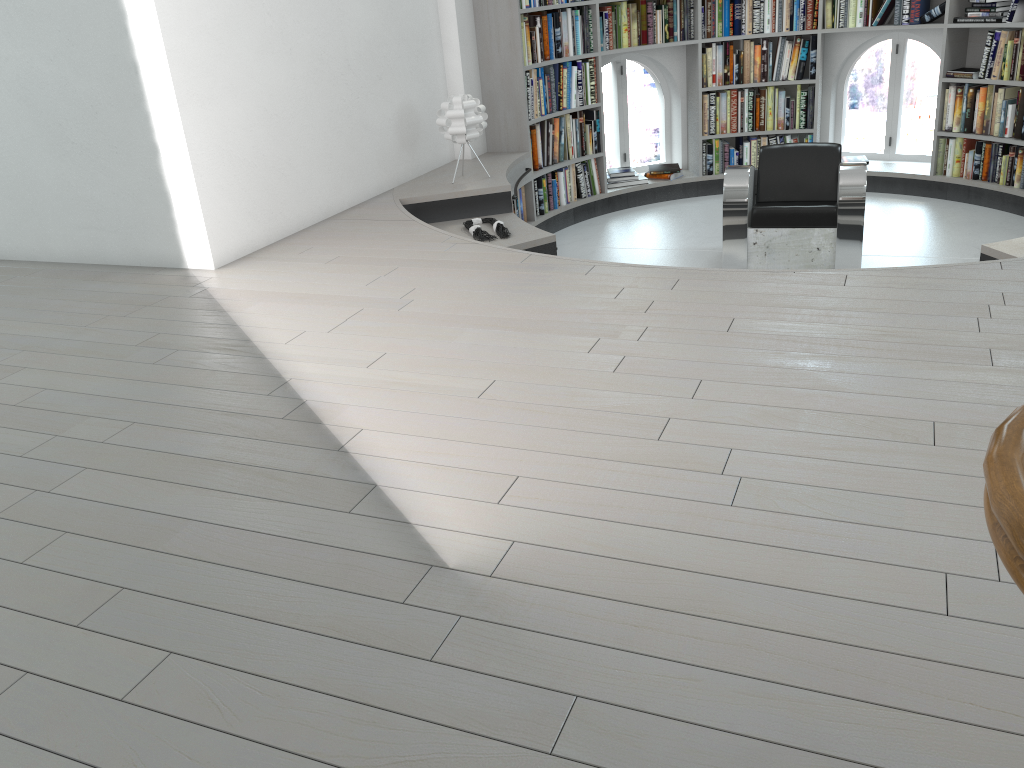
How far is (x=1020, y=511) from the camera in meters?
0.7 m

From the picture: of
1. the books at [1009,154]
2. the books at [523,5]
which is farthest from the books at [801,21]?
the books at [523,5]

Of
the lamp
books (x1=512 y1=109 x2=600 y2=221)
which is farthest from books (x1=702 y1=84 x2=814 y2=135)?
the lamp

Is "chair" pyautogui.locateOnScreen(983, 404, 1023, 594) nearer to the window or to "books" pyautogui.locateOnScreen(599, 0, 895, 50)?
"books" pyautogui.locateOnScreen(599, 0, 895, 50)

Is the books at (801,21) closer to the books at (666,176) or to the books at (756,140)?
the books at (756,140)

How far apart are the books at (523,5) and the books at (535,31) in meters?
0.1

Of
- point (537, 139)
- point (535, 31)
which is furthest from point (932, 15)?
point (537, 139)

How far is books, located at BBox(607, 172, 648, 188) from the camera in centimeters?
742cm

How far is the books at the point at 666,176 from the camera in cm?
750

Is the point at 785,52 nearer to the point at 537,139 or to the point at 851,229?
the point at 537,139
